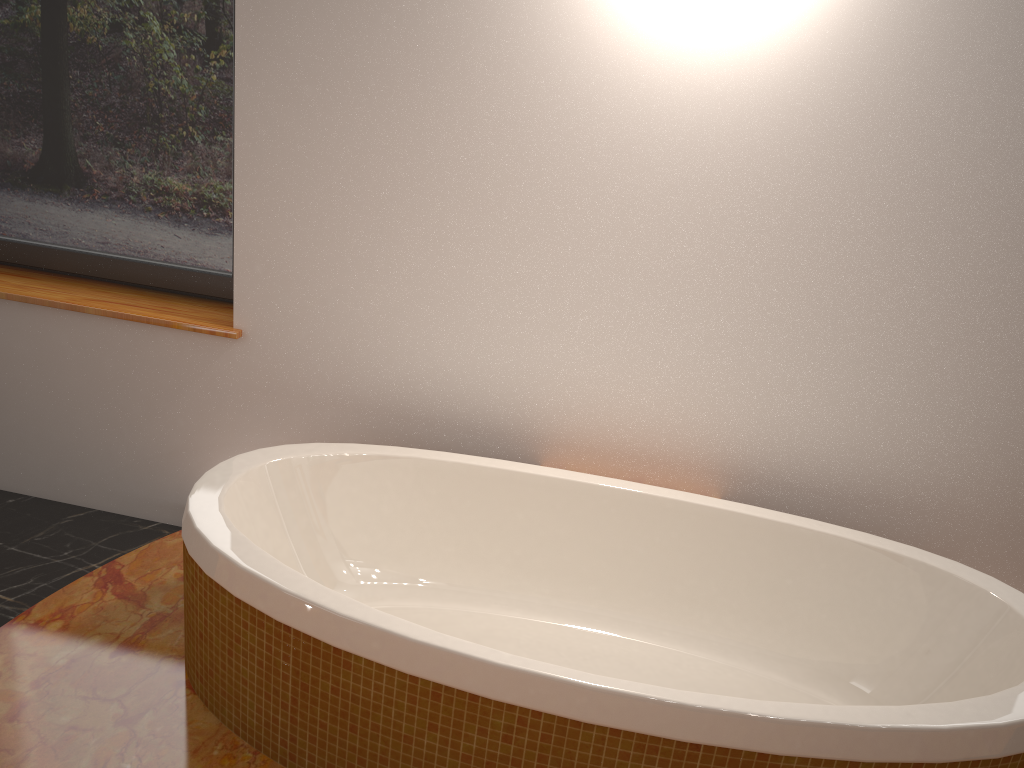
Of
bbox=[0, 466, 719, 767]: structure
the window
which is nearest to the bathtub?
bbox=[0, 466, 719, 767]: structure

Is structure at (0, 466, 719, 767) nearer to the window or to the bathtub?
the bathtub

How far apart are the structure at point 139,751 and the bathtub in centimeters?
1cm

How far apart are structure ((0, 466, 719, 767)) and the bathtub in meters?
0.0

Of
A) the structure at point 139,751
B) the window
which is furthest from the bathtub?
the window

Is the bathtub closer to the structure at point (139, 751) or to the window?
the structure at point (139, 751)

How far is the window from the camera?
2.4 meters

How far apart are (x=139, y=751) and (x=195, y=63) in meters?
1.7 m

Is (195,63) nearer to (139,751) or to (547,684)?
(139,751)

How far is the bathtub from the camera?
1.4m
